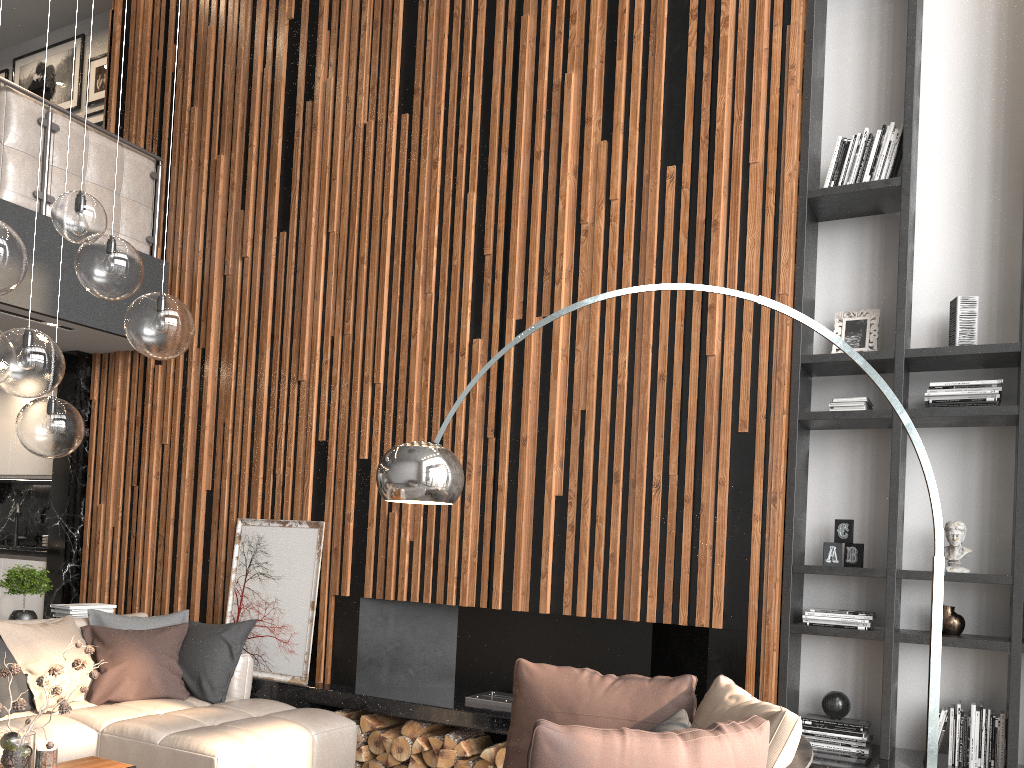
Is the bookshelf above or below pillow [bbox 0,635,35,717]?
above

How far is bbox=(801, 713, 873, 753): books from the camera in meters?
4.0

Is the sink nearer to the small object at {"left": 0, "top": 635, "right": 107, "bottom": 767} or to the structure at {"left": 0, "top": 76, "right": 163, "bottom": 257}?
the structure at {"left": 0, "top": 76, "right": 163, "bottom": 257}

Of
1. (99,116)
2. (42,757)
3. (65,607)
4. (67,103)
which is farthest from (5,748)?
(67,103)

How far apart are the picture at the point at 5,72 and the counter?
4.8m

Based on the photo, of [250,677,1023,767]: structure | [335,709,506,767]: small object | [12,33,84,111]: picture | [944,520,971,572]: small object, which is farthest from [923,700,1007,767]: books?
[12,33,84,111]: picture

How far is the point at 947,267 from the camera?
4.4m

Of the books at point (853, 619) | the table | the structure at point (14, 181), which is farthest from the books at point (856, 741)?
the structure at point (14, 181)

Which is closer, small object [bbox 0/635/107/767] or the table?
small object [bbox 0/635/107/767]

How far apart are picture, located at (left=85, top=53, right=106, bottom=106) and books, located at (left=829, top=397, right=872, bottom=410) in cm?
680
